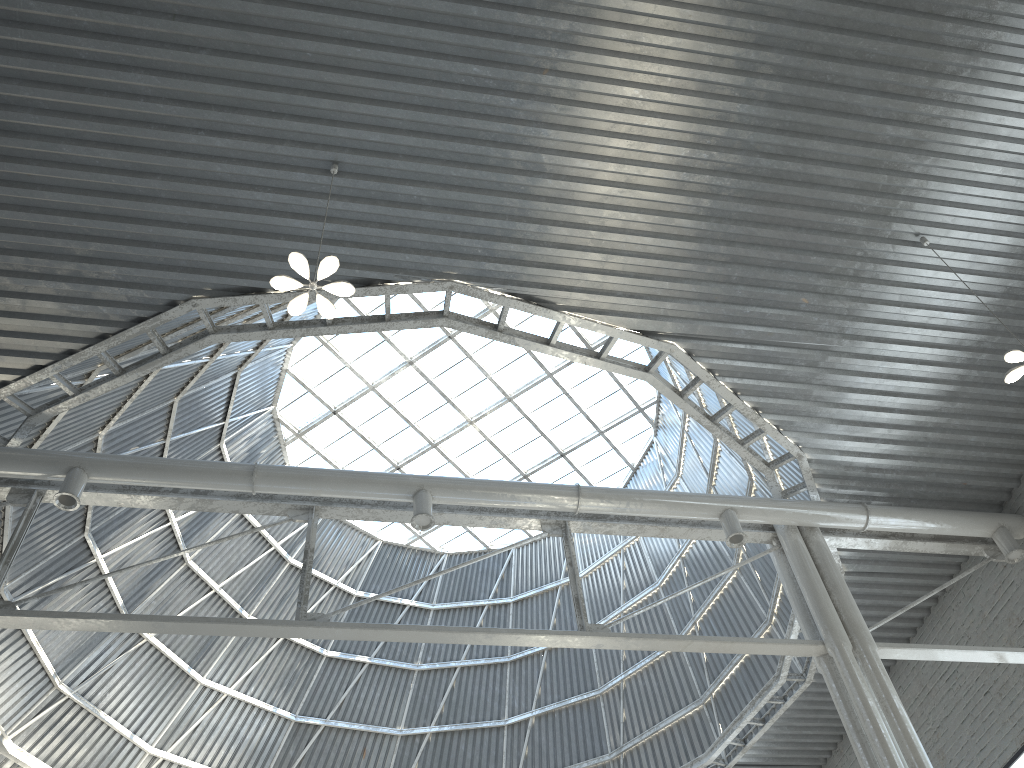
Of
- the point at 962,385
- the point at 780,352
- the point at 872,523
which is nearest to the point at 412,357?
the point at 780,352

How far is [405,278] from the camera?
16.59m
